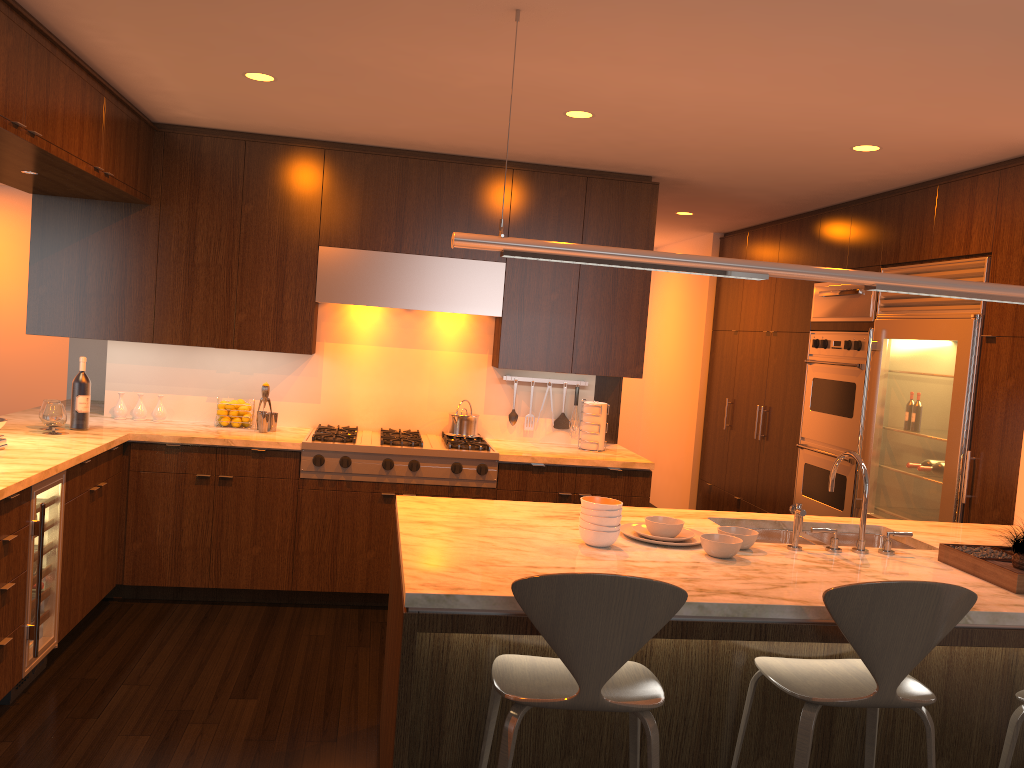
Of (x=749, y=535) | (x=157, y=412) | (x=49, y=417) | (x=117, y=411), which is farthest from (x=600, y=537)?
(x=117, y=411)

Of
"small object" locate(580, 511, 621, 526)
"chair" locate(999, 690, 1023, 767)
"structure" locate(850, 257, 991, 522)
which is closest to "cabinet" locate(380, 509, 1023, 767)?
"chair" locate(999, 690, 1023, 767)

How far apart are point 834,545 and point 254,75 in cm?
303

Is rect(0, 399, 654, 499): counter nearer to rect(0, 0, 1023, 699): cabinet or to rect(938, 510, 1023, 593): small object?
rect(0, 0, 1023, 699): cabinet

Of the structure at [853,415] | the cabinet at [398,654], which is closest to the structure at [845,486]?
the structure at [853,415]

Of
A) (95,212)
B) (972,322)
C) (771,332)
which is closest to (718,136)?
(972,322)

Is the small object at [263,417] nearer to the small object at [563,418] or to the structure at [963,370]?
the small object at [563,418]

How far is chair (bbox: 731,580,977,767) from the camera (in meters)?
2.23

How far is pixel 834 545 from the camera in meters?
3.1

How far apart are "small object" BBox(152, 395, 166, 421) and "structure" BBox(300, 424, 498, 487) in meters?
0.9
